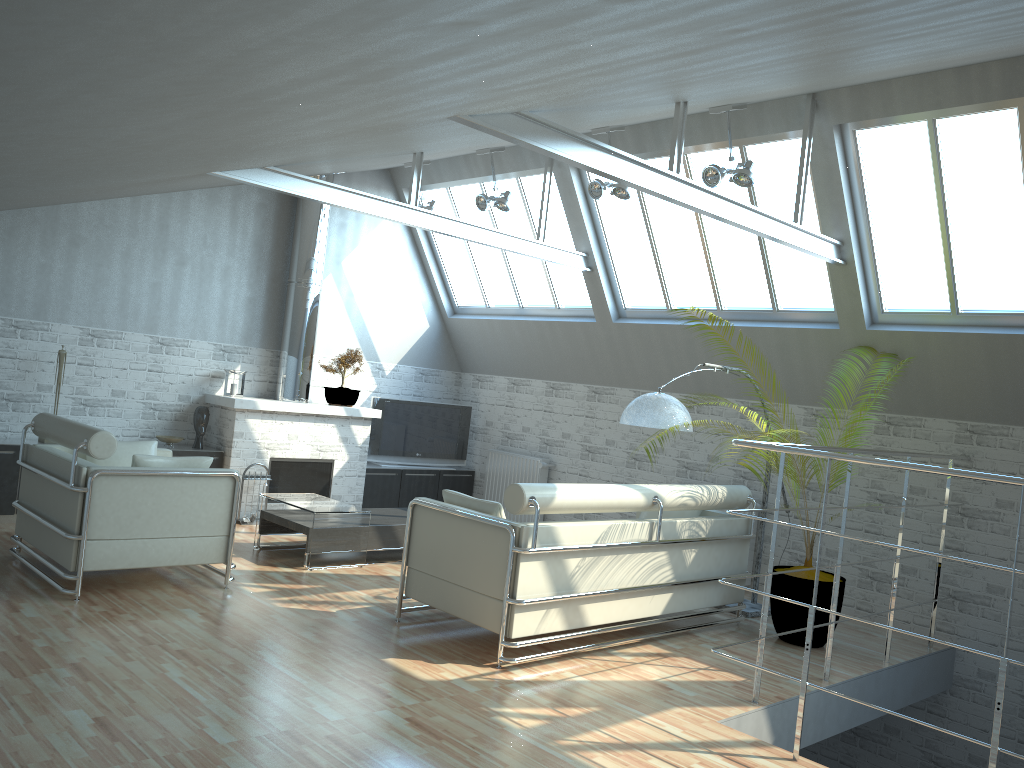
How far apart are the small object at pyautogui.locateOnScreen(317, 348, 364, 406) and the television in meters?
1.1 m

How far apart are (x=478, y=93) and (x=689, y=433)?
11.4m

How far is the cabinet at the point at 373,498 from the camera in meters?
19.1

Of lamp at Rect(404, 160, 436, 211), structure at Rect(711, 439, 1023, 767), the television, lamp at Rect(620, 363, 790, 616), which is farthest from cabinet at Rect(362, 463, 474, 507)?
structure at Rect(711, 439, 1023, 767)

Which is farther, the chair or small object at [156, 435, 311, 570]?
small object at [156, 435, 311, 570]

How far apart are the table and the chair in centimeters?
167cm

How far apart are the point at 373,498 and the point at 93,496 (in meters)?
8.86

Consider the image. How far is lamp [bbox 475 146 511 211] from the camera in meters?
16.1 m

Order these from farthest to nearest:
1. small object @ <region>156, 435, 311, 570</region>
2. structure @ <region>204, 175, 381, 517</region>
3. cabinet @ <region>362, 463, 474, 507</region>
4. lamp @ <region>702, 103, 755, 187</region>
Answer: cabinet @ <region>362, 463, 474, 507</region> < structure @ <region>204, 175, 381, 517</region> < small object @ <region>156, 435, 311, 570</region> < lamp @ <region>702, 103, 755, 187</region>

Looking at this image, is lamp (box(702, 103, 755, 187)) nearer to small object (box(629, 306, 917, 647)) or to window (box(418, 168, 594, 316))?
small object (box(629, 306, 917, 647))
